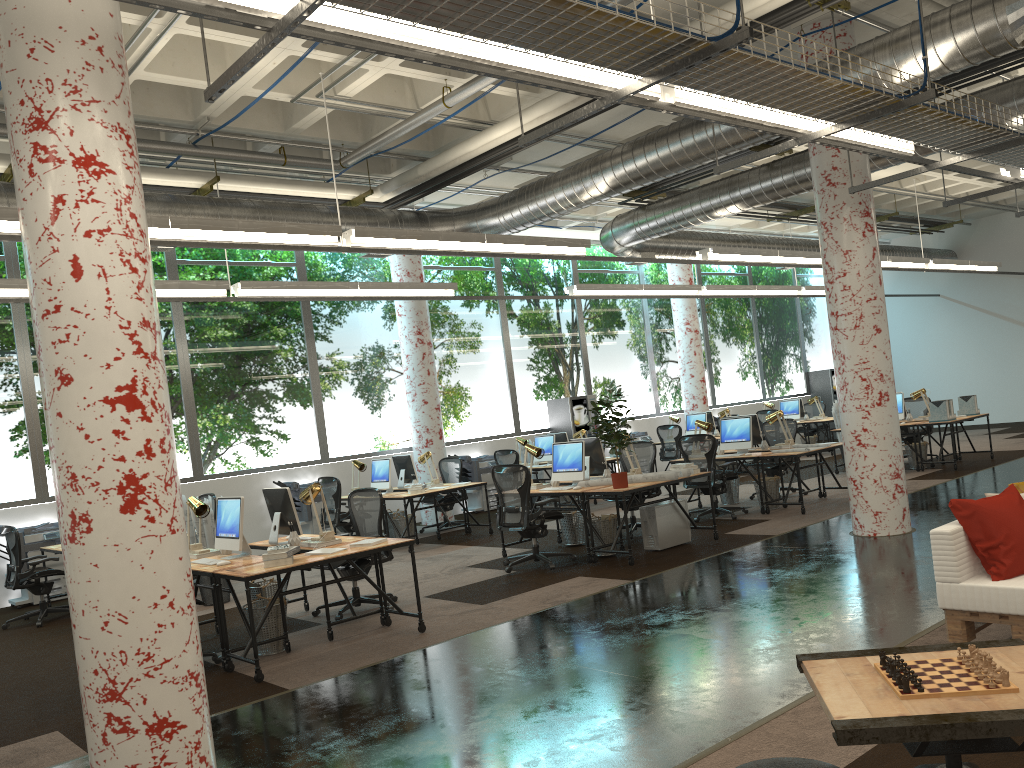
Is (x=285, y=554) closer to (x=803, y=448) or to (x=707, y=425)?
(x=803, y=448)

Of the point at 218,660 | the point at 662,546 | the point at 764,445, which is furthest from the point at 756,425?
the point at 218,660

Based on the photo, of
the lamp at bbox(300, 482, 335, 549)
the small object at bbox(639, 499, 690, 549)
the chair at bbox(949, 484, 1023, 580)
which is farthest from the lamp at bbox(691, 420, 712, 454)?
the chair at bbox(949, 484, 1023, 580)

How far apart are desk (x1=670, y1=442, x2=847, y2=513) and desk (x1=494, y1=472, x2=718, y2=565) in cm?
210

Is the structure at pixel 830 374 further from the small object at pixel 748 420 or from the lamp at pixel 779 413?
the small object at pixel 748 420

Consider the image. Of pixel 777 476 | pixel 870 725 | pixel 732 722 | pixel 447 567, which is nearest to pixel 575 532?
pixel 447 567

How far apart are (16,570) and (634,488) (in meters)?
6.37

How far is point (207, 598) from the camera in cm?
909

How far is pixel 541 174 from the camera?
12.4m

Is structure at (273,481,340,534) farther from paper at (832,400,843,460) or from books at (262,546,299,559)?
paper at (832,400,843,460)
